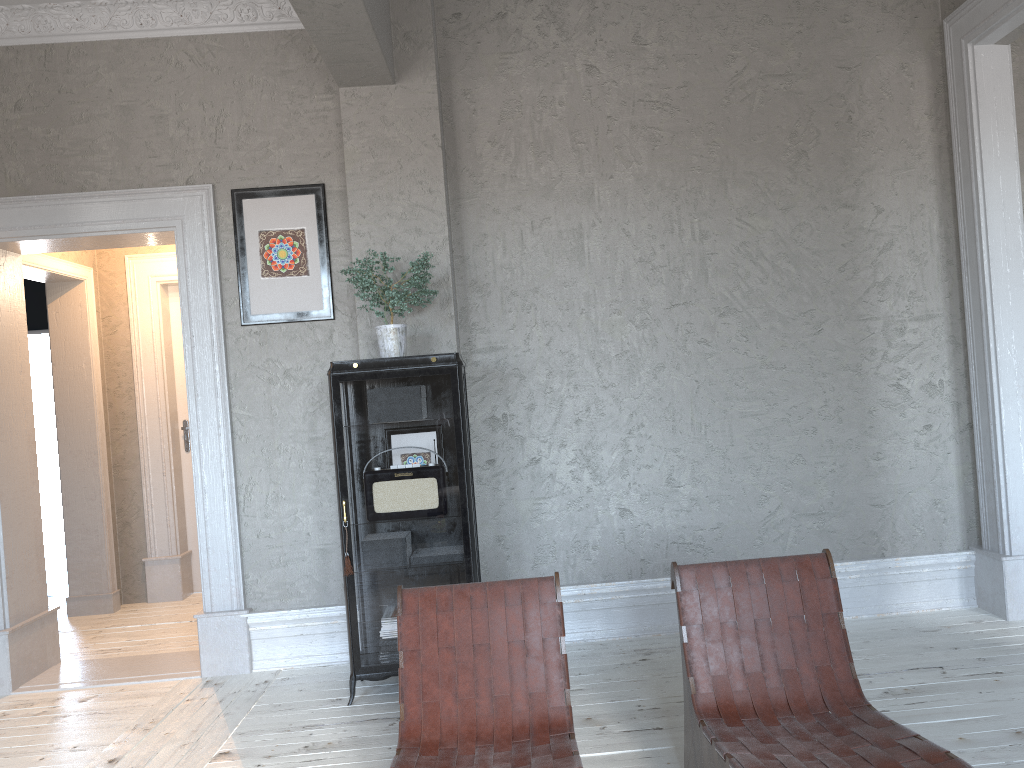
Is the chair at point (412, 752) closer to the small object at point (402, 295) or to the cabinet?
the cabinet

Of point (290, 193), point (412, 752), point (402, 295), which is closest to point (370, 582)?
point (402, 295)

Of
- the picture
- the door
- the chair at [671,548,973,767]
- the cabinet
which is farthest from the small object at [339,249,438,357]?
the door

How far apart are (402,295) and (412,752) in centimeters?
195cm

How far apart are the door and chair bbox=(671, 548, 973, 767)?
4.6m

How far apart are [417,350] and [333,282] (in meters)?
0.59

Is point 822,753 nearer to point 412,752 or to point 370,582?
point 412,752

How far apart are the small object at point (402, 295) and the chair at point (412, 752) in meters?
1.4 m

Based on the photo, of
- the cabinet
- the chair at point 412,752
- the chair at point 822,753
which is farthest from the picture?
the chair at point 822,753

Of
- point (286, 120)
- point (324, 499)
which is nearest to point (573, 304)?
point (324, 499)
